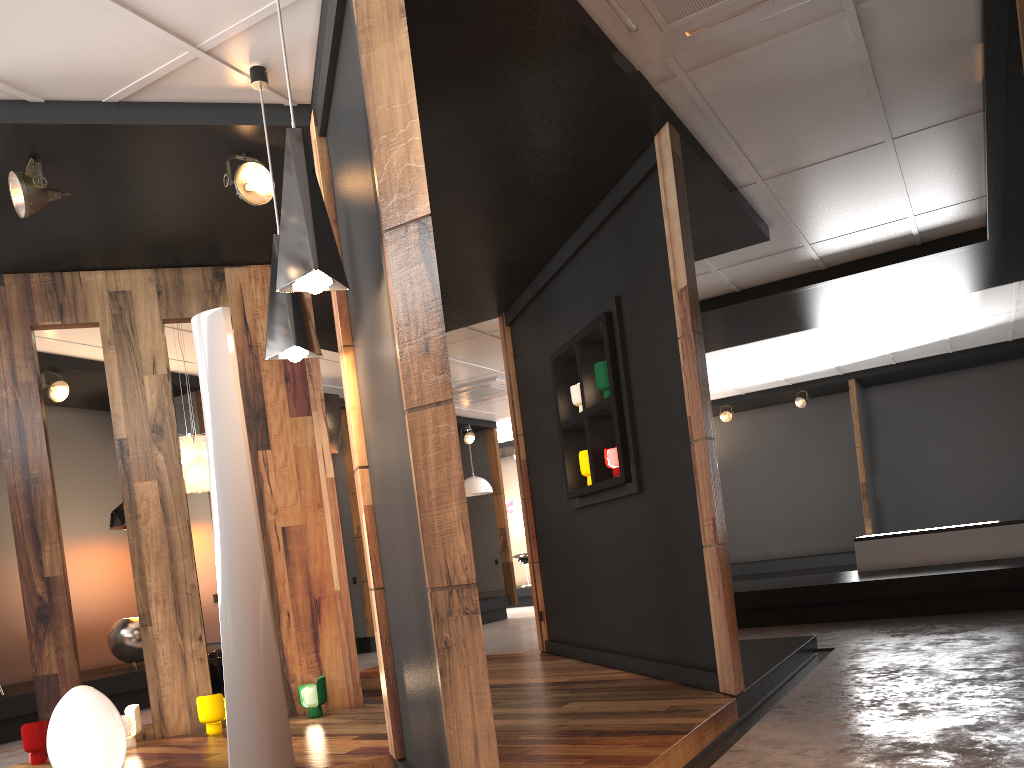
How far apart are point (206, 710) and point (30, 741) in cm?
87

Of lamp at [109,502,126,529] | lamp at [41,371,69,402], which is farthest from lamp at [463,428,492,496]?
lamp at [41,371,69,402]

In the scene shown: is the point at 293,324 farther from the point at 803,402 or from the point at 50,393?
the point at 803,402

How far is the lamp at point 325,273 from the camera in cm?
277

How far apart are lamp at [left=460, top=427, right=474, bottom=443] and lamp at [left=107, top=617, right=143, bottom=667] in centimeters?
588cm

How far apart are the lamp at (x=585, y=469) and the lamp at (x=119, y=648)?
4.4m

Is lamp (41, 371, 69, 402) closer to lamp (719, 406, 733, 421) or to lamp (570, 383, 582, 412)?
lamp (570, 383, 582, 412)

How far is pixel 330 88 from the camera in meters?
3.6 m

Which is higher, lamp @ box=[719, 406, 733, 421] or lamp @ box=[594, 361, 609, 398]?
lamp @ box=[719, 406, 733, 421]

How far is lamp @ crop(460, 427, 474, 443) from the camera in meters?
12.7
